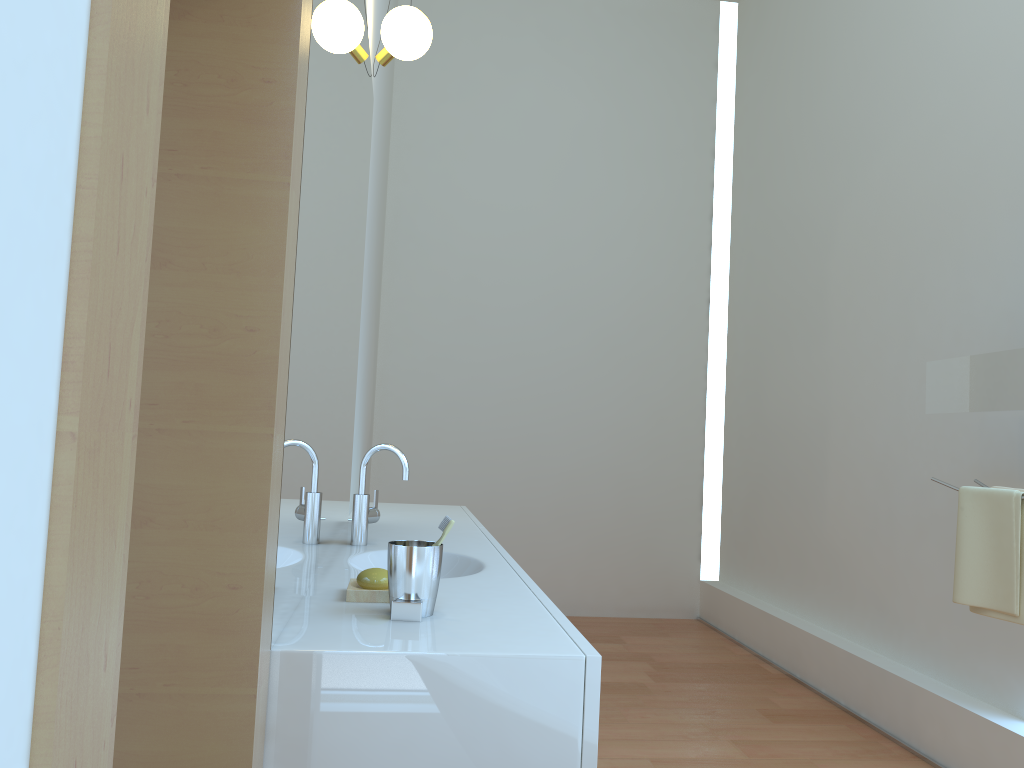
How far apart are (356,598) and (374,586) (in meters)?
0.04

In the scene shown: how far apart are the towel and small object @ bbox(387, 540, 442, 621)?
1.8 meters

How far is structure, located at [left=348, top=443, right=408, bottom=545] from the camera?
2.3 meters

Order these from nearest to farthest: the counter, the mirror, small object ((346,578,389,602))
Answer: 1. the counter
2. small object ((346,578,389,602))
3. the mirror

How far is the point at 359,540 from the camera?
2.31m

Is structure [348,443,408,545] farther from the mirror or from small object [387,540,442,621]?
the mirror

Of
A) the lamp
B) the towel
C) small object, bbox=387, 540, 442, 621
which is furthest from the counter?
the lamp

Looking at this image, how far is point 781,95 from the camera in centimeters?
494cm

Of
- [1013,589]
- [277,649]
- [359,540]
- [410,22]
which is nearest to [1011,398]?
[1013,589]

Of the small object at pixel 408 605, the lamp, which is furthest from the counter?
the lamp
